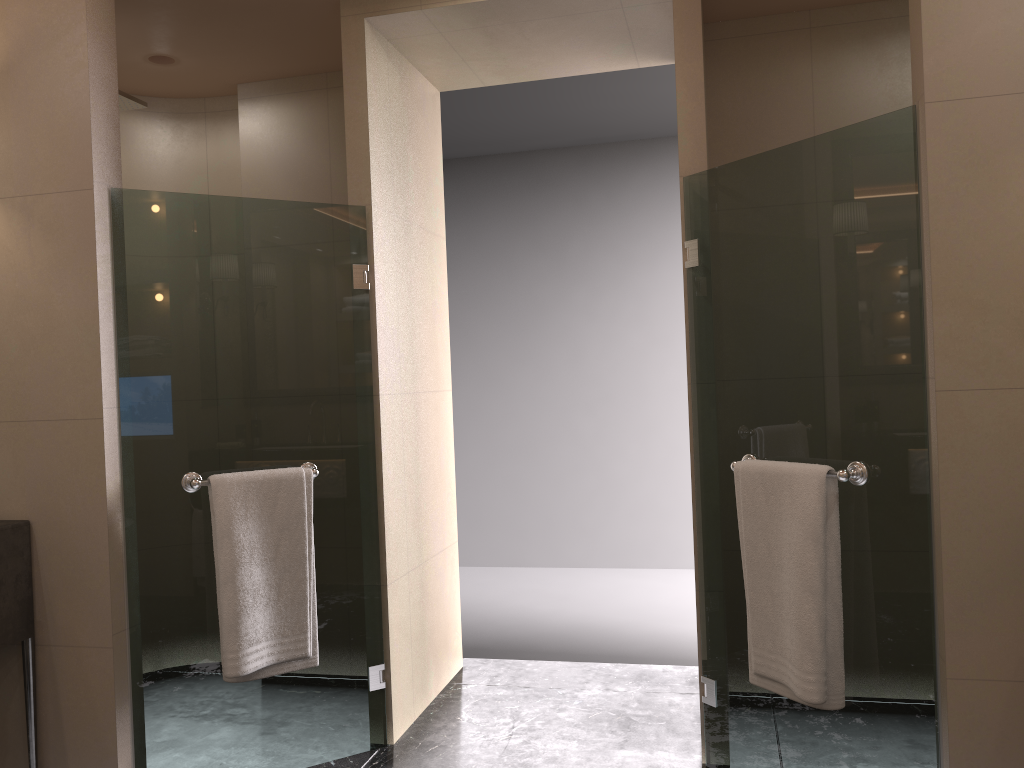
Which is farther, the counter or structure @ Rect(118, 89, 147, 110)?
structure @ Rect(118, 89, 147, 110)

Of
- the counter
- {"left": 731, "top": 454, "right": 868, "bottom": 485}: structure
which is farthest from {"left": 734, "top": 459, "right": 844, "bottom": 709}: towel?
the counter

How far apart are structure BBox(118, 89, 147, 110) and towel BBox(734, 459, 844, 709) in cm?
238

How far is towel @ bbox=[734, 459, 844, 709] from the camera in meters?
2.2 m

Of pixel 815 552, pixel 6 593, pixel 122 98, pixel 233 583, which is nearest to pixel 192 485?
pixel 233 583

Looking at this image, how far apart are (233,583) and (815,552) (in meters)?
1.61

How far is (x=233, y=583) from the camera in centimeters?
257cm

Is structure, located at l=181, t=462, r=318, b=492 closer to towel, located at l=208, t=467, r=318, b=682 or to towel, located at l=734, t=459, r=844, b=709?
towel, located at l=208, t=467, r=318, b=682

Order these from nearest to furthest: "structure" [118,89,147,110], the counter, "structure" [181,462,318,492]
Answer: the counter → "structure" [181,462,318,492] → "structure" [118,89,147,110]

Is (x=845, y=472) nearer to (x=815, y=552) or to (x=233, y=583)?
(x=815, y=552)
